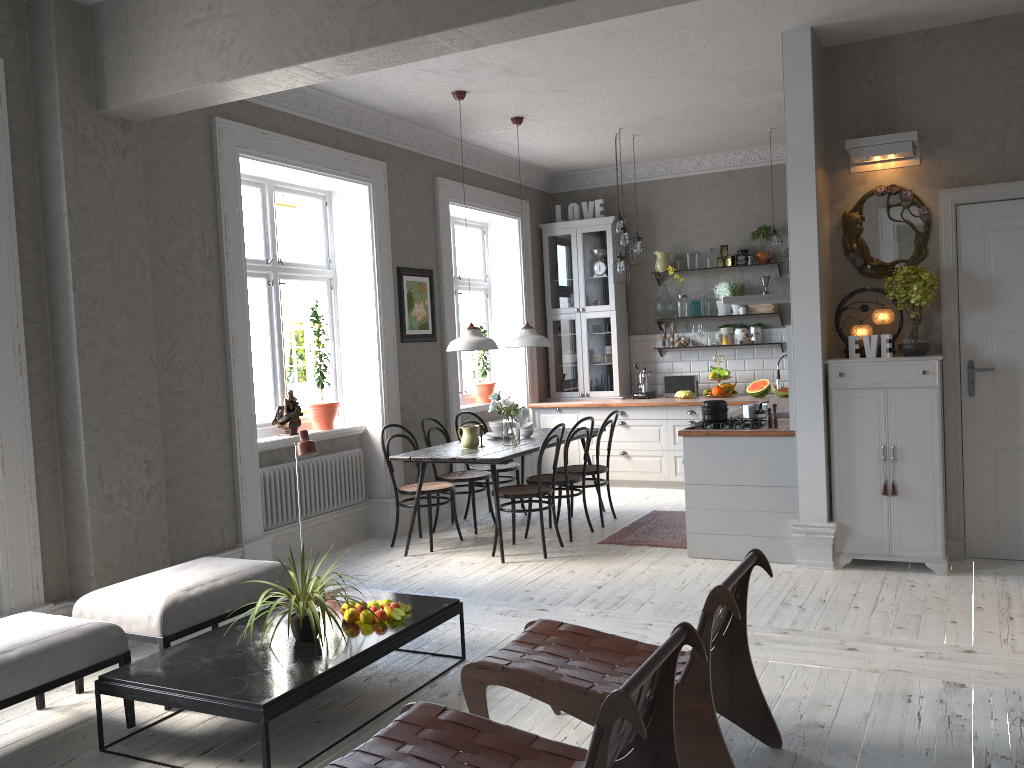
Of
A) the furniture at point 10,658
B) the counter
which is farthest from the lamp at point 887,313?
the furniture at point 10,658

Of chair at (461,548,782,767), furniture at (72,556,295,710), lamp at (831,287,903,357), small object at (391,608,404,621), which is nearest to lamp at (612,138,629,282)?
lamp at (831,287,903,357)

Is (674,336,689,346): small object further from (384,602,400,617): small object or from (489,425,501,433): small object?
(384,602,400,617): small object

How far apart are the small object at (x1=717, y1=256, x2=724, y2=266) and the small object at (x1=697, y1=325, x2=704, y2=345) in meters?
0.7 m

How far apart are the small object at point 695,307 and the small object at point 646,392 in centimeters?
79cm

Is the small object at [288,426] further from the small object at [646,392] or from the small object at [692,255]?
the small object at [692,255]

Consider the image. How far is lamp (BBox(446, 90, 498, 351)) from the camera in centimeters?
628cm

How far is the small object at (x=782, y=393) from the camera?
8.24m

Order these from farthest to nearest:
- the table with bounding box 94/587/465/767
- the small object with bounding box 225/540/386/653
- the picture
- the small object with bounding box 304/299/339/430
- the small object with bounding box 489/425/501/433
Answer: the picture
the small object with bounding box 489/425/501/433
the small object with bounding box 304/299/339/430
the small object with bounding box 225/540/386/653
the table with bounding box 94/587/465/767

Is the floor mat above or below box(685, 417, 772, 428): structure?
below
